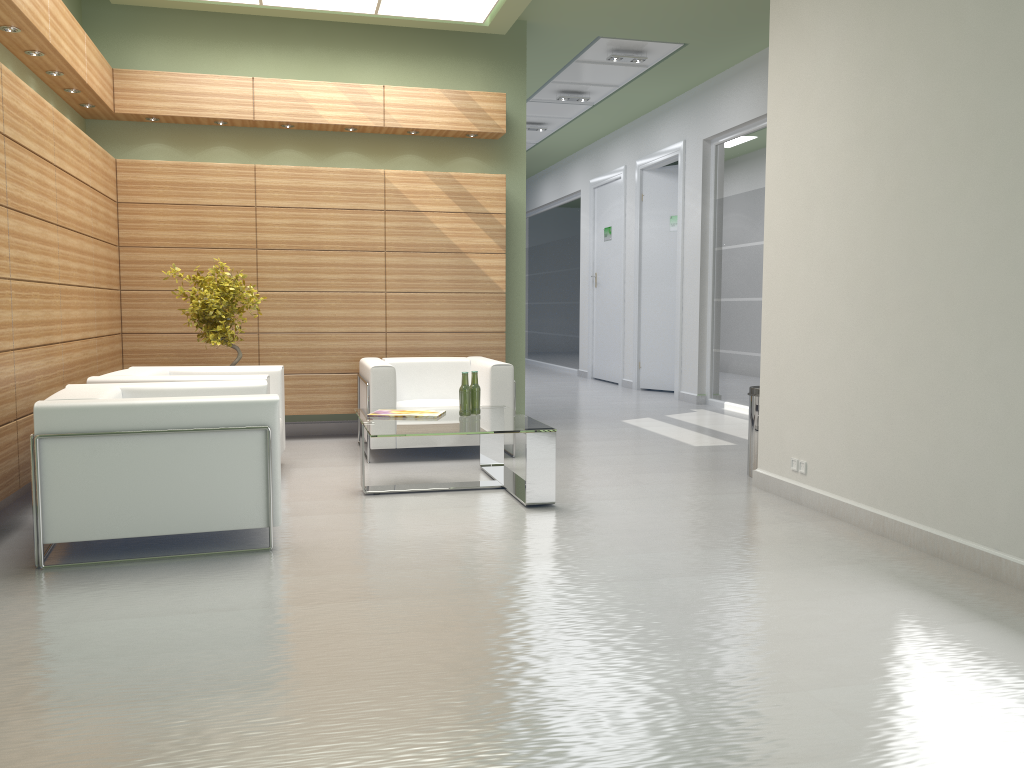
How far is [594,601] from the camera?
5.83m

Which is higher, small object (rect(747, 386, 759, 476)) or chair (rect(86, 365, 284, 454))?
chair (rect(86, 365, 284, 454))

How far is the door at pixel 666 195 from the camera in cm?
2010

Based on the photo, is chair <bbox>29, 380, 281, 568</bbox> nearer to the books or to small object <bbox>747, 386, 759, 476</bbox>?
the books

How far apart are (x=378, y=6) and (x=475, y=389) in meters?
5.8 m

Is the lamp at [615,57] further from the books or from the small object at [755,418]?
the books

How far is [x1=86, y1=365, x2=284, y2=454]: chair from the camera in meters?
8.9 m

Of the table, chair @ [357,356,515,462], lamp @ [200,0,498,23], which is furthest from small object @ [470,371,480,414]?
lamp @ [200,0,498,23]

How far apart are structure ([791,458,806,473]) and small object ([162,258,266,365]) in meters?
6.8 m

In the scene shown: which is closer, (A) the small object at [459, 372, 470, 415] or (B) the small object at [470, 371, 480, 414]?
(A) the small object at [459, 372, 470, 415]
